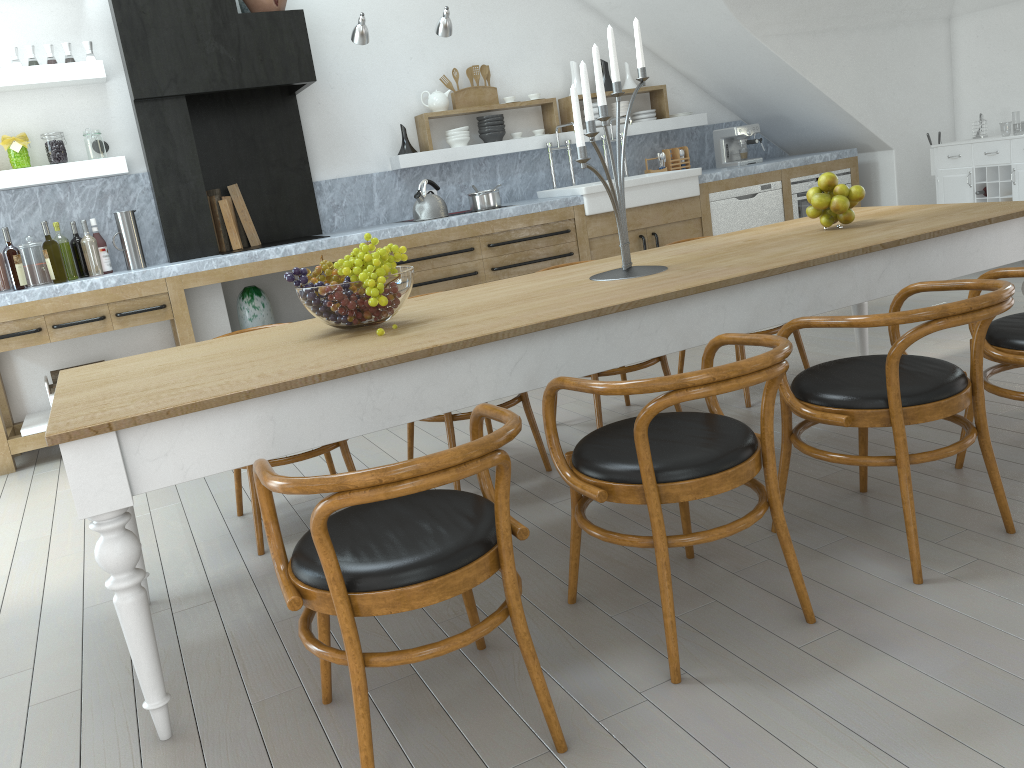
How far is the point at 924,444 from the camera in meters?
3.2

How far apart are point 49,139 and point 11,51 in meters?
0.5 m

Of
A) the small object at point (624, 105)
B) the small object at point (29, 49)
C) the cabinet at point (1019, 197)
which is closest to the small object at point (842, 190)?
the cabinet at point (1019, 197)

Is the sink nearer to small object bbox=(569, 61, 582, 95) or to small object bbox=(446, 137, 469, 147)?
small object bbox=(446, 137, 469, 147)

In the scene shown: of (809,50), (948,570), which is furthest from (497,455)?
(809,50)

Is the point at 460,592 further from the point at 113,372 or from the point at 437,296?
the point at 437,296

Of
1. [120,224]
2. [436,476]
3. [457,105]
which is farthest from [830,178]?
[120,224]

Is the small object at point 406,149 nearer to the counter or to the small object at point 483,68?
the counter

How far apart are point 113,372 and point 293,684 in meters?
1.0 m

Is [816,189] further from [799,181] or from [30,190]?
[30,190]
